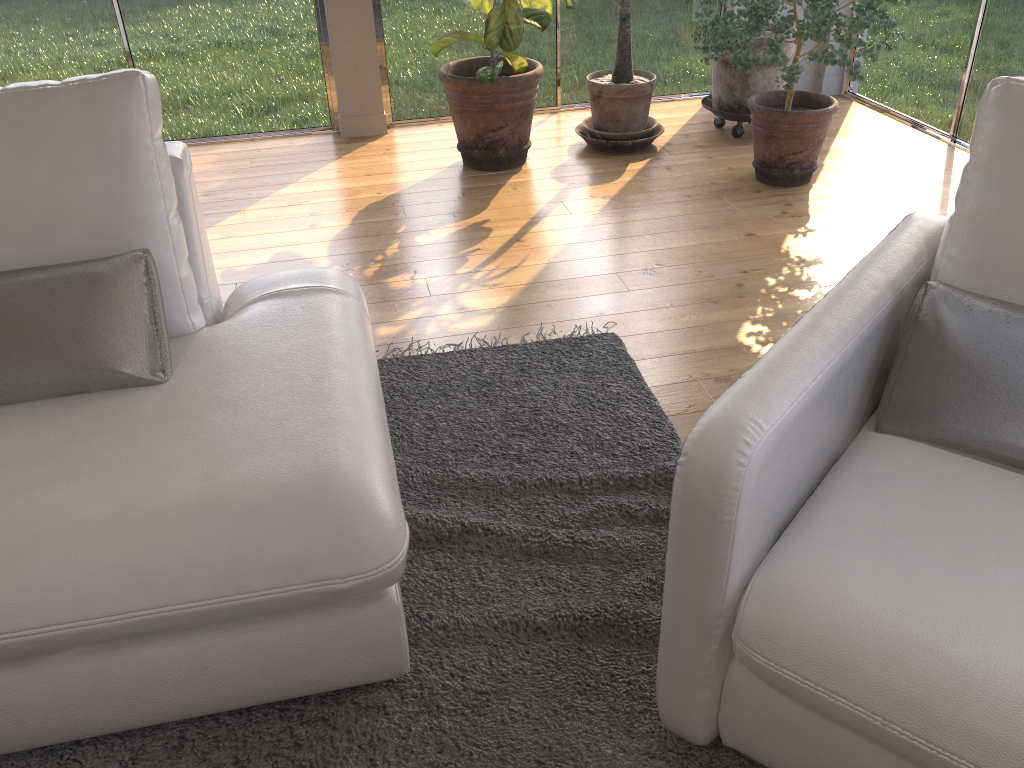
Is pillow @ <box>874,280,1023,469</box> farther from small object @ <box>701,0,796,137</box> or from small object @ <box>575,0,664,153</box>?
small object @ <box>701,0,796,137</box>

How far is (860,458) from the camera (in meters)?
1.49

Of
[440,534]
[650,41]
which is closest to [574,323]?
[440,534]

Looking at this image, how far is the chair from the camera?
1.15m

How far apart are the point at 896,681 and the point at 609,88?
3.5m

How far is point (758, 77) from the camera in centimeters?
426cm

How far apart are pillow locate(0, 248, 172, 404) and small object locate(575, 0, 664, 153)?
2.9m

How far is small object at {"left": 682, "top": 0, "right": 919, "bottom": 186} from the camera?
3.27m

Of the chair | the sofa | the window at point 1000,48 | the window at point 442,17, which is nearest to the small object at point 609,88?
the window at point 442,17

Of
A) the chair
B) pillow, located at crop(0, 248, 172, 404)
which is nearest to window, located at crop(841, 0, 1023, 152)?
the chair
